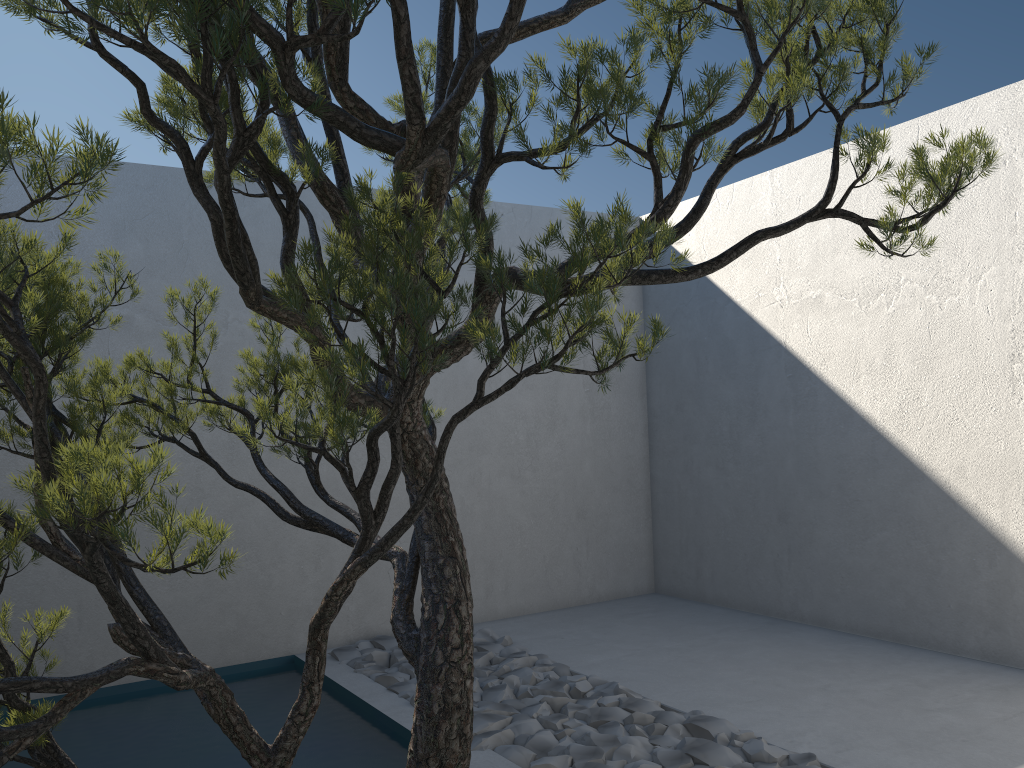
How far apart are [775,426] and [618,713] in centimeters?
238cm

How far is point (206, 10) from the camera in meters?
1.4 m

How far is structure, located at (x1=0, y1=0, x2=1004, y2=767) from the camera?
1.44m
